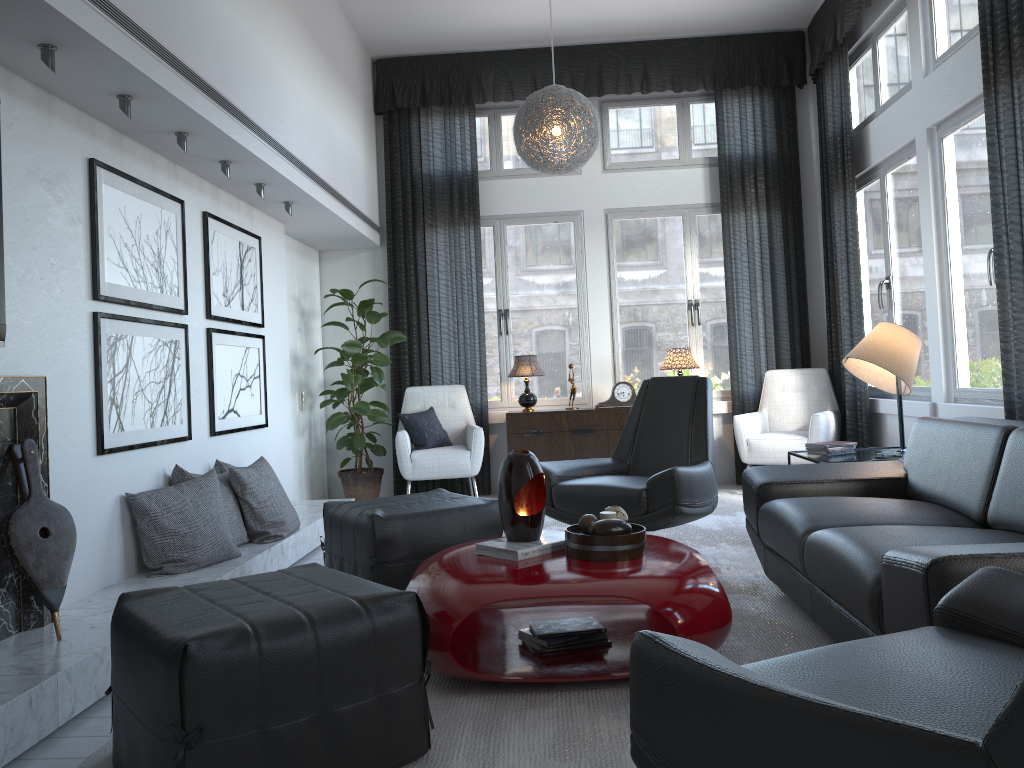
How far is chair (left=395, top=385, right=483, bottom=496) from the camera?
5.9 meters

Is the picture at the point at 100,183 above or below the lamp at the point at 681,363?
above

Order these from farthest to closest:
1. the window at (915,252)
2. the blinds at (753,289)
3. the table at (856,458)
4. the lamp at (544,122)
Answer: the blinds at (753,289) → the window at (915,252) → the lamp at (544,122) → the table at (856,458)

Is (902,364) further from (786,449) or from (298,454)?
(298,454)

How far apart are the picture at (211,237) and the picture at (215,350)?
0.07m

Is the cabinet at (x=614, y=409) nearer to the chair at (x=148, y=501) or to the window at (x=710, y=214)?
the window at (x=710, y=214)

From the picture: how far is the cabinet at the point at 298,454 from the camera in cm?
603

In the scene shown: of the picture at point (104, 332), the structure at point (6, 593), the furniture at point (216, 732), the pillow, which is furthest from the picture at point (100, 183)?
the pillow

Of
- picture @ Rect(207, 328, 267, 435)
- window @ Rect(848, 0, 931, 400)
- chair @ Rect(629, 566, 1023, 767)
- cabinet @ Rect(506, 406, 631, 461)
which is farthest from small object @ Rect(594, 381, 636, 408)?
chair @ Rect(629, 566, 1023, 767)

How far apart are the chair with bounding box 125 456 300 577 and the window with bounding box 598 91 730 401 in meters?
3.0 m
